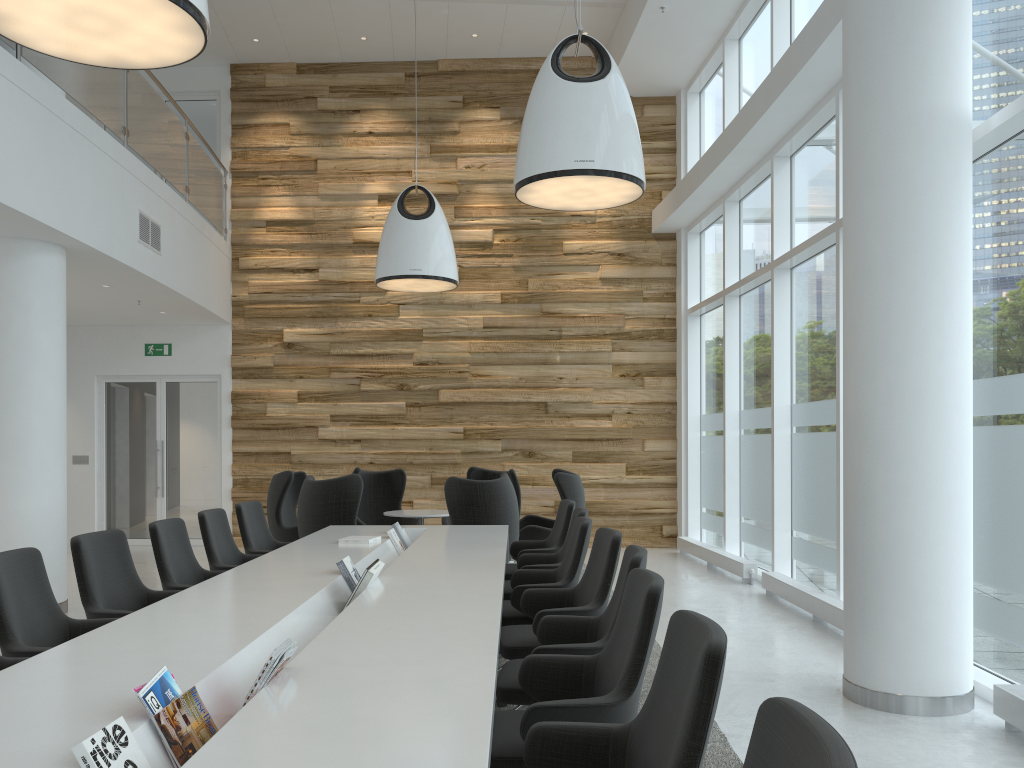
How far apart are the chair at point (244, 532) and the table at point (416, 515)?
2.0 meters

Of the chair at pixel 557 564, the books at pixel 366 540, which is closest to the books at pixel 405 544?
the books at pixel 366 540

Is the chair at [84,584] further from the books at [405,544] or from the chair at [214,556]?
the books at [405,544]

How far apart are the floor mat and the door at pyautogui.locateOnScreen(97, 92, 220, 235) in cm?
957

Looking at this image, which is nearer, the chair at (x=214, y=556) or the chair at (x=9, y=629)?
the chair at (x=9, y=629)

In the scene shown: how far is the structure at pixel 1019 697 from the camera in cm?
421

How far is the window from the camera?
5.0 meters

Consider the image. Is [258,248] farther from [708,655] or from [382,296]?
[708,655]

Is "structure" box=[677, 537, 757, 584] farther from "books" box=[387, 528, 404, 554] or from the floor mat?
"books" box=[387, 528, 404, 554]

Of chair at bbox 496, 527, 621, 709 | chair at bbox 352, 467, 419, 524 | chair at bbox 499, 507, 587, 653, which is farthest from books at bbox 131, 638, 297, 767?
chair at bbox 352, 467, 419, 524
